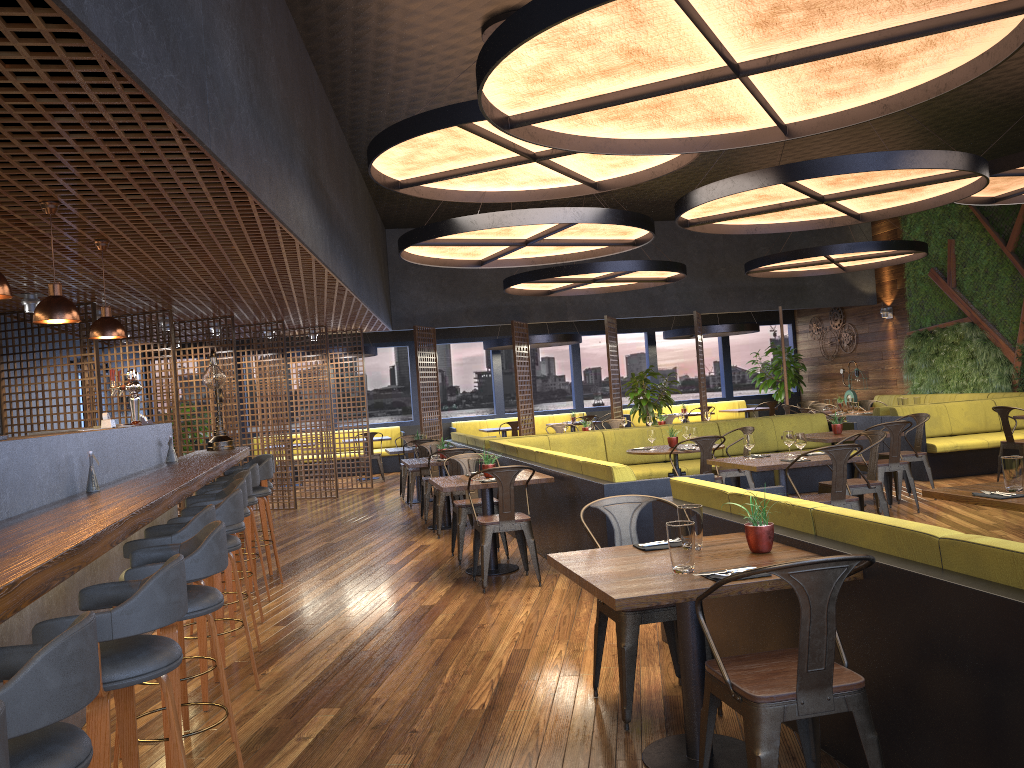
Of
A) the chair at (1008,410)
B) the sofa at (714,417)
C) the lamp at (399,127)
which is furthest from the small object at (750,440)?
the sofa at (714,417)

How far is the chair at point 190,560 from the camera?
3.06m

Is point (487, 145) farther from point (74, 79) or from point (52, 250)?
point (74, 79)

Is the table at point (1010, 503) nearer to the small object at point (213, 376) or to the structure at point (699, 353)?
the small object at point (213, 376)

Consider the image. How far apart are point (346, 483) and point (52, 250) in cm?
1043

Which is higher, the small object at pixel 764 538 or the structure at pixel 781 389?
the structure at pixel 781 389

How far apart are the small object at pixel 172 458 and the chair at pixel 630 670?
3.96m

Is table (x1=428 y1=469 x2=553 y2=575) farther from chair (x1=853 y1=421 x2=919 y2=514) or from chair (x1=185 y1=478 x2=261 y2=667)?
chair (x1=853 y1=421 x2=919 y2=514)

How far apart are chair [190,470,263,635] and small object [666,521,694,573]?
3.6 meters

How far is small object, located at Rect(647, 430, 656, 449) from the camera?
9.1 meters
